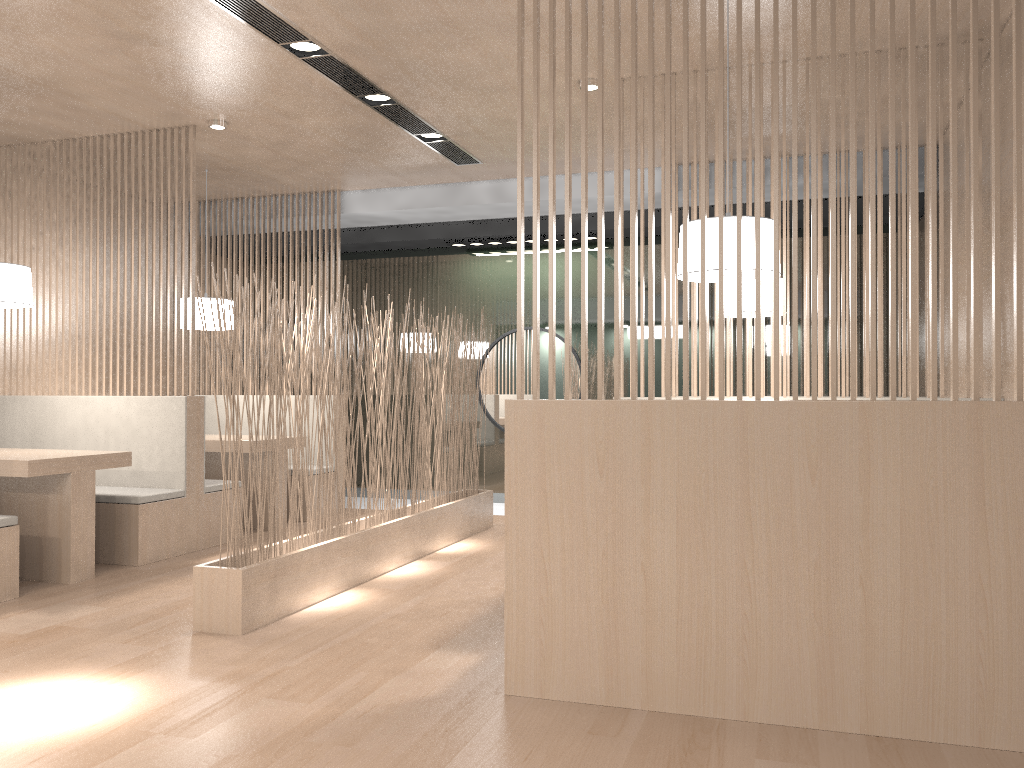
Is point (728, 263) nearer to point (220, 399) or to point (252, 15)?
point (252, 15)

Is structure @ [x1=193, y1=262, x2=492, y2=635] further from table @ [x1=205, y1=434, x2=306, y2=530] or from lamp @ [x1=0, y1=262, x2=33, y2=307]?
lamp @ [x1=0, y1=262, x2=33, y2=307]

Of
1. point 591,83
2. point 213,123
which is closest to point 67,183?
point 213,123

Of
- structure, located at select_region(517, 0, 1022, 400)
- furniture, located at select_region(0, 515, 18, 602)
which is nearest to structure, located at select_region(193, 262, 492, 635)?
furniture, located at select_region(0, 515, 18, 602)

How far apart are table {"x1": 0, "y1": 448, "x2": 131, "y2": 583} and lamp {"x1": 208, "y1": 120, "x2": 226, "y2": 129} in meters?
1.2

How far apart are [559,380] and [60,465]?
2.6 meters

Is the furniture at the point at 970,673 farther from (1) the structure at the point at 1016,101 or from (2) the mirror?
(2) the mirror

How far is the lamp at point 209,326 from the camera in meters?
3.9

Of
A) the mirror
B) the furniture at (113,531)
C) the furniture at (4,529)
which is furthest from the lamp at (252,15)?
the furniture at (4,529)

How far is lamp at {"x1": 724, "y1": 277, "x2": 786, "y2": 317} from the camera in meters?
3.1
